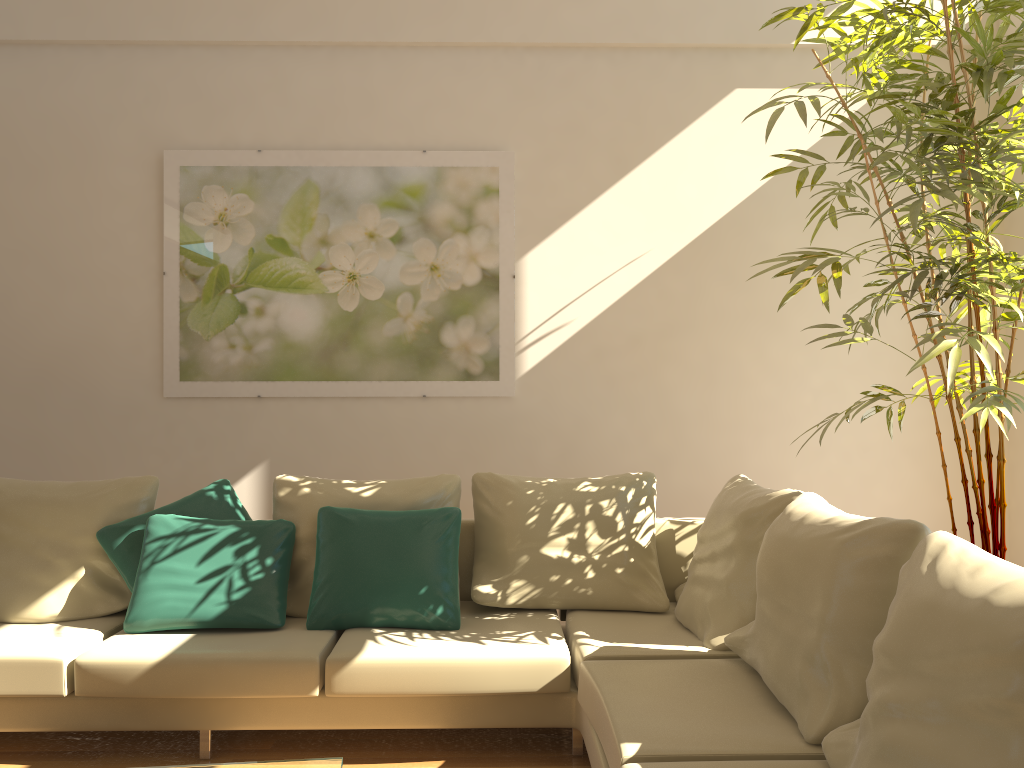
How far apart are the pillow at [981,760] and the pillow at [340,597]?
1.6 meters

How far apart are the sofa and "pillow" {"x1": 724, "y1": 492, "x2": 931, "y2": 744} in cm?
2

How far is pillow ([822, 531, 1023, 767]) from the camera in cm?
154

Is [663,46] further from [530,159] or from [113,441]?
[113,441]

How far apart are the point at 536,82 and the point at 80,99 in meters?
2.4 m

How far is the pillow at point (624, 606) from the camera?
3.6 meters

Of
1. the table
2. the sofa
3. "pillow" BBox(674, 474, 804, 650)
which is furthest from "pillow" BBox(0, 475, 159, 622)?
"pillow" BBox(674, 474, 804, 650)

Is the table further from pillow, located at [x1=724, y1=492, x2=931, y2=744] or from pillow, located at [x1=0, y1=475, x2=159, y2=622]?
pillow, located at [x1=0, y1=475, x2=159, y2=622]

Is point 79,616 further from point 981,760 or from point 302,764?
point 981,760

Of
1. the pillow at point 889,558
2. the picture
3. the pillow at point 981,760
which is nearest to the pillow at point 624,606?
the pillow at point 889,558
